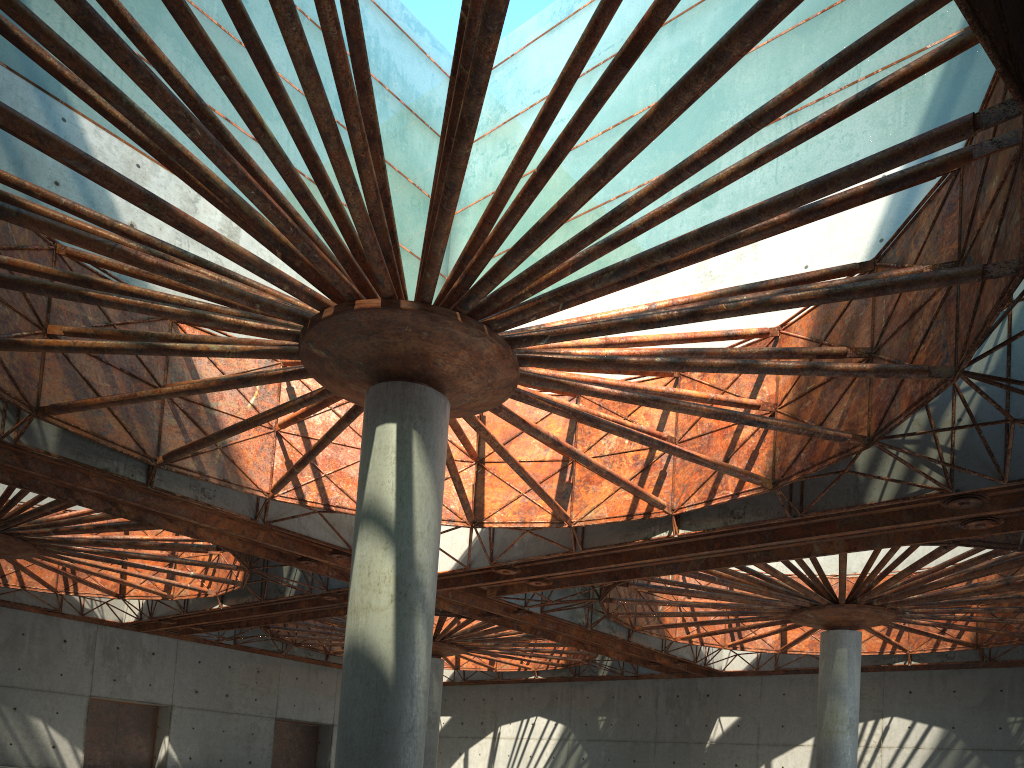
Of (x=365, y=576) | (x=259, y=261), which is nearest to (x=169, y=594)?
(x=365, y=576)

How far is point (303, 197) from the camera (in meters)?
17.53
